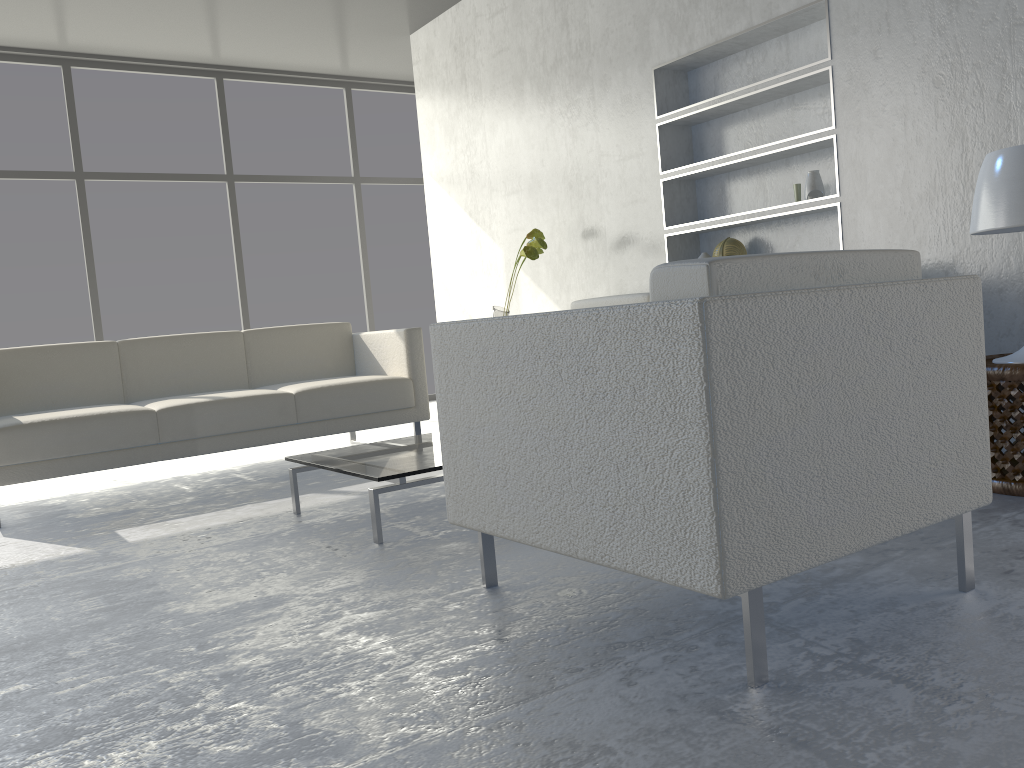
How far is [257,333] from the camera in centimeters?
433cm

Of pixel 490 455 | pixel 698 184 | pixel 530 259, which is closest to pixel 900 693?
pixel 490 455

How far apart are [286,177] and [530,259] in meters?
2.4 m

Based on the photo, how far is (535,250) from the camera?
4.32m

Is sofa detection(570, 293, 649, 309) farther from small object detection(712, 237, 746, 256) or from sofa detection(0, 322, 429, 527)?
sofa detection(0, 322, 429, 527)

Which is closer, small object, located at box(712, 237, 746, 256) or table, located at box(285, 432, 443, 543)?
table, located at box(285, 432, 443, 543)

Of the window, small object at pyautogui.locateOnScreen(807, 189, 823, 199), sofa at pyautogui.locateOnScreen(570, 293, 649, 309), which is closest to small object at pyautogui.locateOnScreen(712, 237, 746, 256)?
sofa at pyautogui.locateOnScreen(570, 293, 649, 309)

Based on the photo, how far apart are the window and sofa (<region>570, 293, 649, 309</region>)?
2.8m

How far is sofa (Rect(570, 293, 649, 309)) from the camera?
3.9m

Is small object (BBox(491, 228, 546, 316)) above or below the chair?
above
